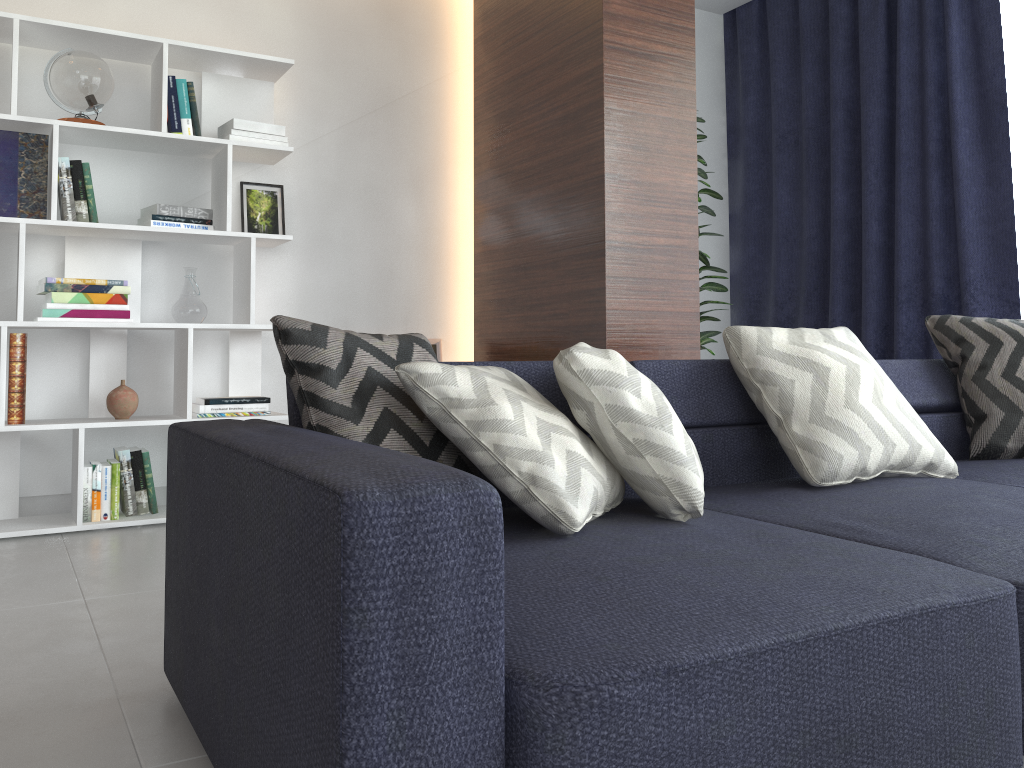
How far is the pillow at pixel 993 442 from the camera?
2.5 meters

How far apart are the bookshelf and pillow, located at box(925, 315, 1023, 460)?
2.34m

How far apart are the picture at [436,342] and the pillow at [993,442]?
2.2m

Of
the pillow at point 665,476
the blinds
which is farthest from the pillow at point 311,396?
the blinds

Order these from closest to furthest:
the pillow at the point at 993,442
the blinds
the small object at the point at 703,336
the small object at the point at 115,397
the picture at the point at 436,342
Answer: the pillow at the point at 993,442
the small object at the point at 115,397
the blinds
the small object at the point at 703,336
the picture at the point at 436,342

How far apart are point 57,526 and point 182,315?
0.9m

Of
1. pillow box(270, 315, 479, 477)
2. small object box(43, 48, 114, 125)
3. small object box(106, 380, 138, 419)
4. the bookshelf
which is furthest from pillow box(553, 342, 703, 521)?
small object box(43, 48, 114, 125)

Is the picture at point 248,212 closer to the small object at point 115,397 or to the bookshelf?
the bookshelf

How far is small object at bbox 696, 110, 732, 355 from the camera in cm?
405

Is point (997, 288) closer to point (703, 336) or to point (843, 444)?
point (703, 336)
